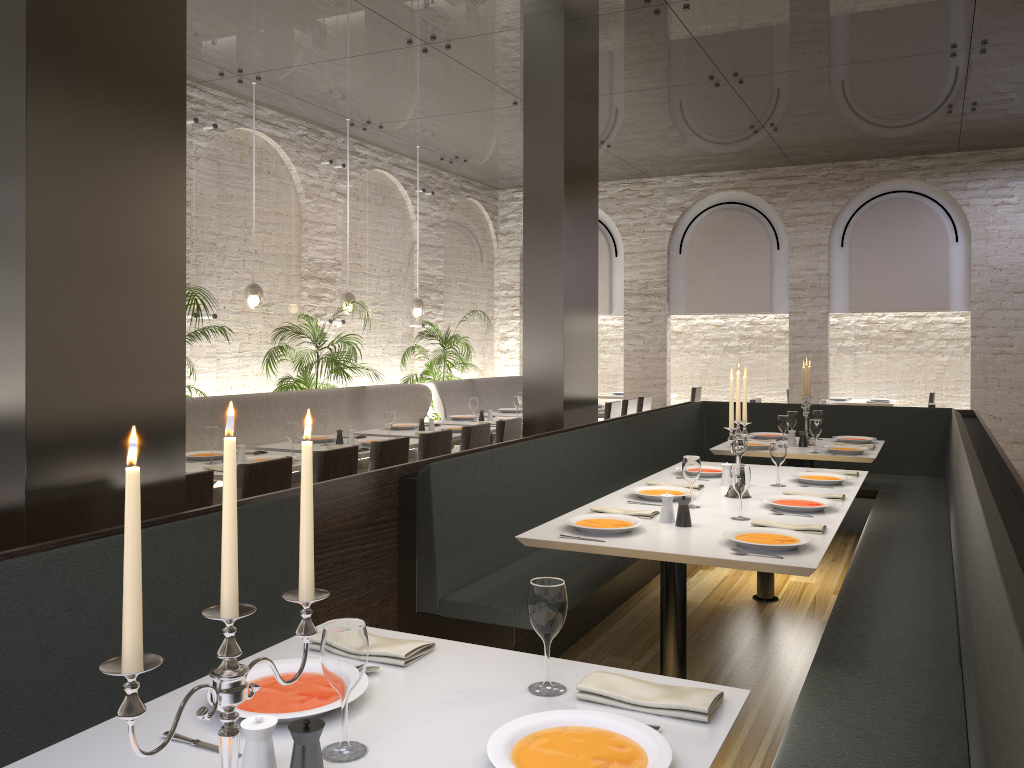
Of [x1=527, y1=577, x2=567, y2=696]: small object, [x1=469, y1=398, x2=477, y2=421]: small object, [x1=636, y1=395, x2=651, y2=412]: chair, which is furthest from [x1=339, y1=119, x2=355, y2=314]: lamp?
[x1=527, y1=577, x2=567, y2=696]: small object

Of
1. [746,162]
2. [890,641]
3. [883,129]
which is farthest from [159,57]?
[746,162]

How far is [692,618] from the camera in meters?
4.9

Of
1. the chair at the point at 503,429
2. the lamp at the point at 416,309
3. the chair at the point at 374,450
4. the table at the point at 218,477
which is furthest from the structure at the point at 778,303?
the table at the point at 218,477

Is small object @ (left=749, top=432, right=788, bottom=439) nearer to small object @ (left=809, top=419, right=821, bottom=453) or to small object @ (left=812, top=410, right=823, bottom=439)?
small object @ (left=812, top=410, right=823, bottom=439)

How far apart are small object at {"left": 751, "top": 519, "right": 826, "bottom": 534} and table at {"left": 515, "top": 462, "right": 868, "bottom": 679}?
0.0 meters

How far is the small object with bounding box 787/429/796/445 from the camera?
6.5 meters

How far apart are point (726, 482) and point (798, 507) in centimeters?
76cm

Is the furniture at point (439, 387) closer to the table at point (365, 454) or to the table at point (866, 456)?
the table at point (365, 454)

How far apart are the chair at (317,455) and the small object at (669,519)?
2.1 meters
